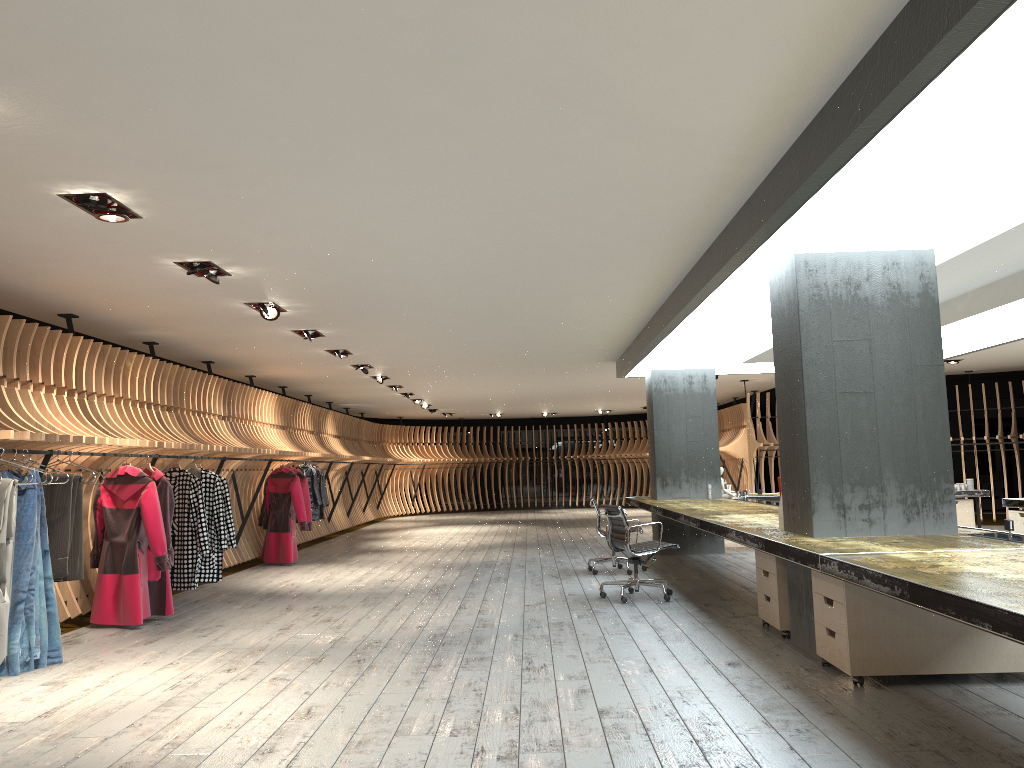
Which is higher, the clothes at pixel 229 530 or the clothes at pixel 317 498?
the clothes at pixel 317 498

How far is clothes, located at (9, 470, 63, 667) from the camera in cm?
592

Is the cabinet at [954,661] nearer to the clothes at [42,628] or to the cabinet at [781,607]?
the cabinet at [781,607]

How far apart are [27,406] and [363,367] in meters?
6.1

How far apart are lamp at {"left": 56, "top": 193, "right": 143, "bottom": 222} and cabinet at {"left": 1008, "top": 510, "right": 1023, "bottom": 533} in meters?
8.9 m

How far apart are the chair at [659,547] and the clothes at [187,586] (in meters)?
3.80

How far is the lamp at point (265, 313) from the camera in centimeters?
806cm

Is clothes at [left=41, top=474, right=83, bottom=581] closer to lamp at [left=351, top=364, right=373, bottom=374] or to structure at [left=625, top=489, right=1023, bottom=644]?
structure at [left=625, top=489, right=1023, bottom=644]

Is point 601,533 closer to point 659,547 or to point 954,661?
point 659,547

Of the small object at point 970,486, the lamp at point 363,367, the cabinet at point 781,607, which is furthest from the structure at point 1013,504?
the lamp at point 363,367
